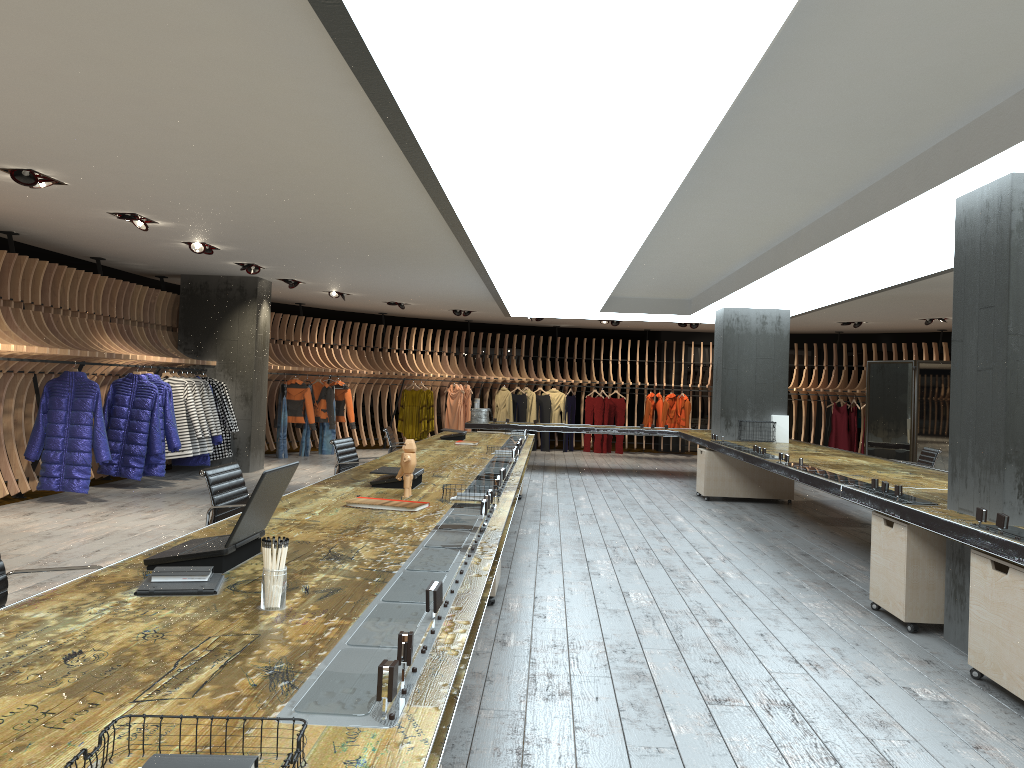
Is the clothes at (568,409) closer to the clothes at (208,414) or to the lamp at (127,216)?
the clothes at (208,414)

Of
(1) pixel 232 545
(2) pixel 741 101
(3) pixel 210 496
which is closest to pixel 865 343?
(2) pixel 741 101

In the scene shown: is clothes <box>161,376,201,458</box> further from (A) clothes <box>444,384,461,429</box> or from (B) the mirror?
(B) the mirror

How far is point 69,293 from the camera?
10.2 meters

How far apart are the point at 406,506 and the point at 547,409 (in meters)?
14.88

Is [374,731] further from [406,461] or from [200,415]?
[200,415]

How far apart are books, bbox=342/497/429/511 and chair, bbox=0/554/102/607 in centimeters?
157cm

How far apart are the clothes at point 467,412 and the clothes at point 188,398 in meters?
7.8

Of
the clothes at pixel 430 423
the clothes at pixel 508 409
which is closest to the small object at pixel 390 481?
the clothes at pixel 430 423

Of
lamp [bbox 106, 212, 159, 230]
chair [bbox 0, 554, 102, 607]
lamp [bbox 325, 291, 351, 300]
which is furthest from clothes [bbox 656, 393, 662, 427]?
chair [bbox 0, 554, 102, 607]
